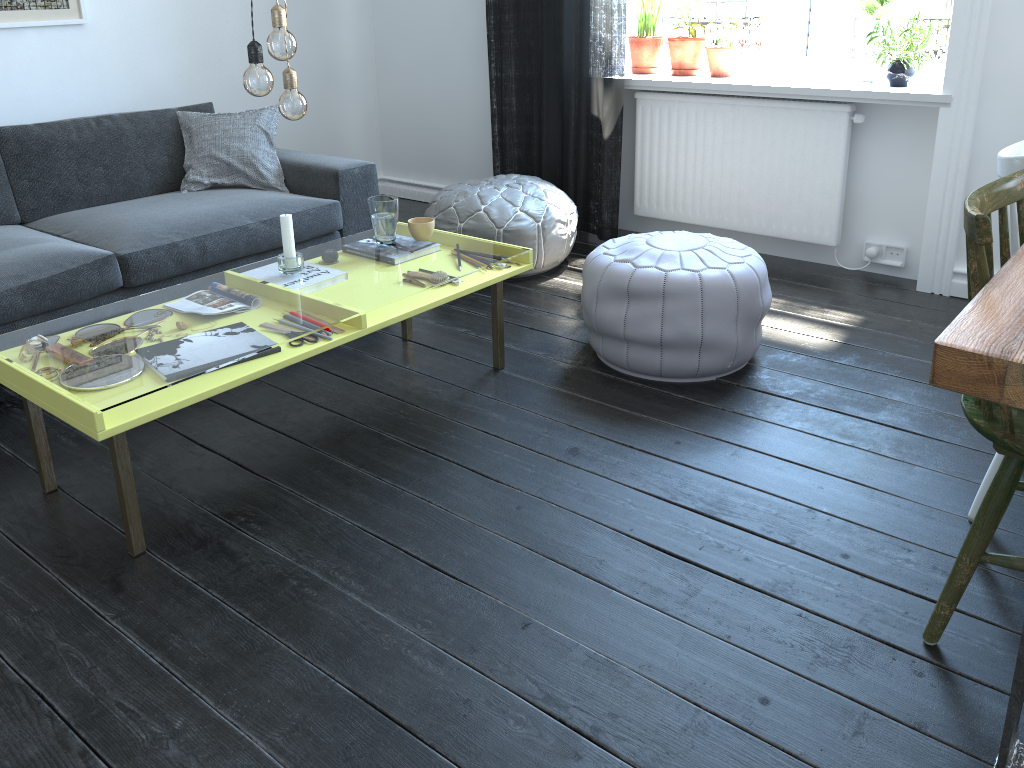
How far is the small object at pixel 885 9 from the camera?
3.45m

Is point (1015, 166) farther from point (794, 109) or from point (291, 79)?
point (794, 109)

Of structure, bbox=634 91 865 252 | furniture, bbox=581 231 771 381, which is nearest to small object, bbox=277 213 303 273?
furniture, bbox=581 231 771 381

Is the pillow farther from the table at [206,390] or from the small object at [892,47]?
the small object at [892,47]

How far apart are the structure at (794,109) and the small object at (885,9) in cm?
24

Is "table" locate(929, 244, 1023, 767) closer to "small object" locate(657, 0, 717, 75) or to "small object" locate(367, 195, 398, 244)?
"small object" locate(367, 195, 398, 244)

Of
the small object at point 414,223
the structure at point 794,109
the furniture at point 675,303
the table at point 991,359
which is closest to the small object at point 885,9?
the structure at point 794,109

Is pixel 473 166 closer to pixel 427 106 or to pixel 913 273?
pixel 427 106

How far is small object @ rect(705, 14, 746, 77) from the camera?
3.8m

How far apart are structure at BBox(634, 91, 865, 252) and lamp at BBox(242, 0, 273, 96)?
2.3m
